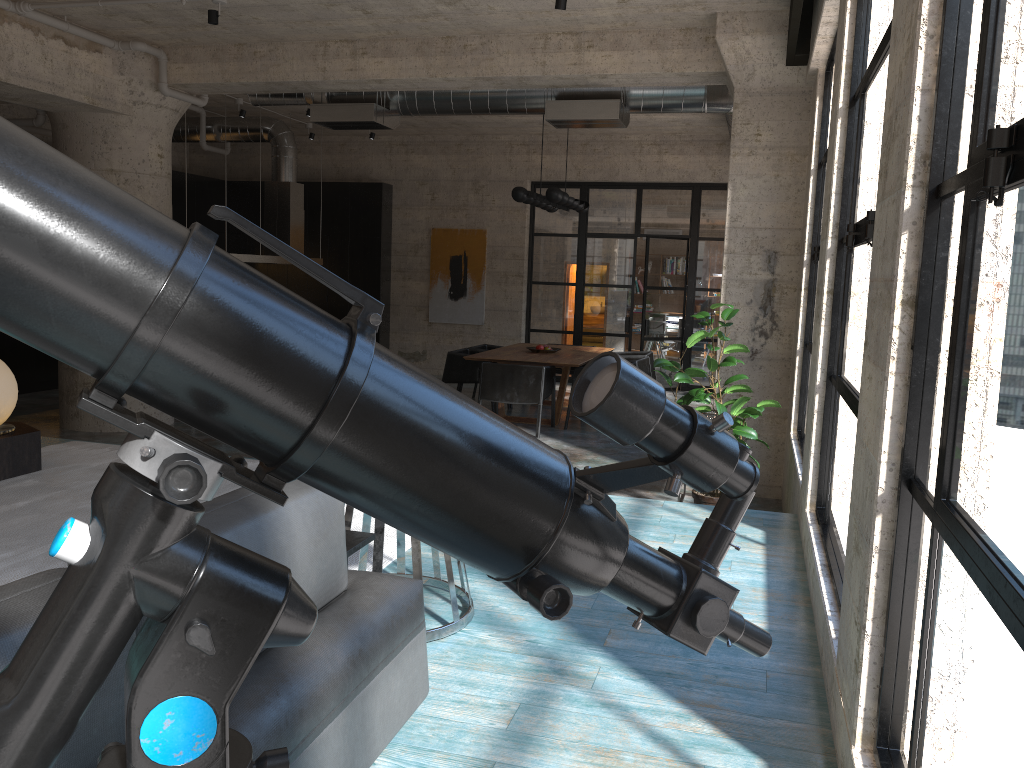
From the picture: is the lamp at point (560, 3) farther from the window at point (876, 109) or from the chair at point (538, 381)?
the chair at point (538, 381)

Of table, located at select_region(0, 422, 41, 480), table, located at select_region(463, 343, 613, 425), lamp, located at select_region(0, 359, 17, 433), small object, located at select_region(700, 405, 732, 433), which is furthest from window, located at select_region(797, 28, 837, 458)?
lamp, located at select_region(0, 359, 17, 433)

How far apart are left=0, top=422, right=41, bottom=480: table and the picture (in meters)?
9.26

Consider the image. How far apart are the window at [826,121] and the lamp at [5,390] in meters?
4.8 m

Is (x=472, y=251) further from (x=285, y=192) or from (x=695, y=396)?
(x=695, y=396)

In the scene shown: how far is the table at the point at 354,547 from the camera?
2.7m

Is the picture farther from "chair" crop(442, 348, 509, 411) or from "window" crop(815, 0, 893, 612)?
"window" crop(815, 0, 893, 612)

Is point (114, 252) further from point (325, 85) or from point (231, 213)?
point (325, 85)

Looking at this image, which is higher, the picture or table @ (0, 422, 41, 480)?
the picture

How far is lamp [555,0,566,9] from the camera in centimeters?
580cm
